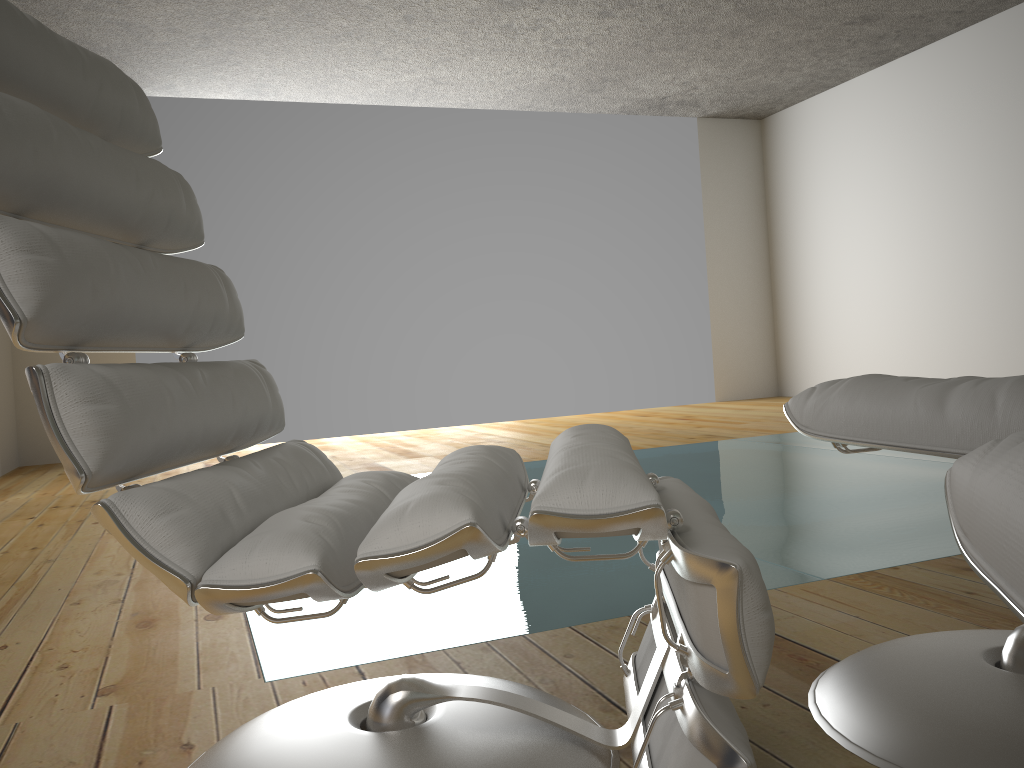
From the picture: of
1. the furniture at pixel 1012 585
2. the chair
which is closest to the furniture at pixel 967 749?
the chair

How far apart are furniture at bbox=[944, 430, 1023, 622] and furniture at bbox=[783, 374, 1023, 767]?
0.4m

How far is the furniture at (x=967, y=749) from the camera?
0.98m

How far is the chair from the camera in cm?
82

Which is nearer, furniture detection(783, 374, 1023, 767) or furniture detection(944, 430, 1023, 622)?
furniture detection(944, 430, 1023, 622)

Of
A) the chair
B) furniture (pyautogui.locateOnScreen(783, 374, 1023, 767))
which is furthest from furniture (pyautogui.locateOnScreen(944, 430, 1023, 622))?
furniture (pyautogui.locateOnScreen(783, 374, 1023, 767))

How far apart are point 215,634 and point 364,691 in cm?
65

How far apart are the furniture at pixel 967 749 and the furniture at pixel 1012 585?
0.4m

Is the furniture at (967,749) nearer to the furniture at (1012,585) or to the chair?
the chair

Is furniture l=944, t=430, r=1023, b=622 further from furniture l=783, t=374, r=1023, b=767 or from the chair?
furniture l=783, t=374, r=1023, b=767
